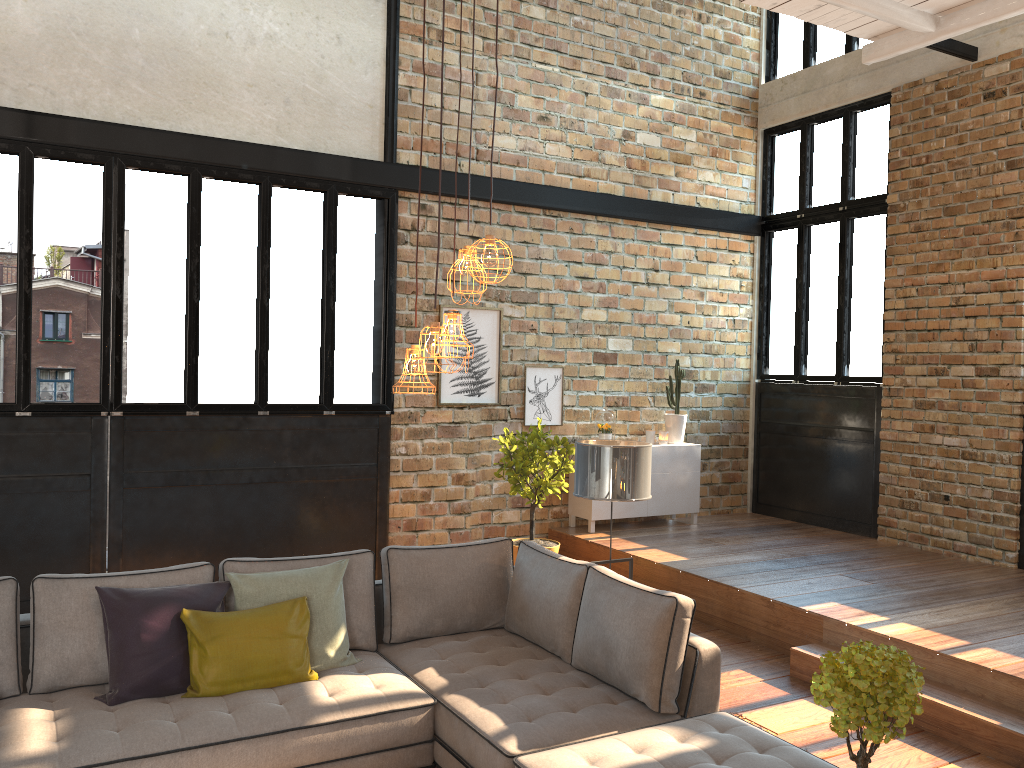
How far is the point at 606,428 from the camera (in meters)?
8.33

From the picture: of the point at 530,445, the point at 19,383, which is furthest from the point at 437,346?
the point at 19,383

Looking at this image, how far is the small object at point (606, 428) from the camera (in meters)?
8.33

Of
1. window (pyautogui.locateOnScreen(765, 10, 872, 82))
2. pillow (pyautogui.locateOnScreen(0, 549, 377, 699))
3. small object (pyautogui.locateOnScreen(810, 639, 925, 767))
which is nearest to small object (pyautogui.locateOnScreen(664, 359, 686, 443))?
window (pyautogui.locateOnScreen(765, 10, 872, 82))

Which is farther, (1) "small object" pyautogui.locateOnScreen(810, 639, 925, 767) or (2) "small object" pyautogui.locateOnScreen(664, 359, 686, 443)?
(2) "small object" pyautogui.locateOnScreen(664, 359, 686, 443)

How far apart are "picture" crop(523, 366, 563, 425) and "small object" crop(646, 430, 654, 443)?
0.96m

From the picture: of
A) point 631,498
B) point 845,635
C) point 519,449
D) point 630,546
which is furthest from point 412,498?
point 845,635

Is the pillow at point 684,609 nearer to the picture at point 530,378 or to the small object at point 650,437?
the picture at point 530,378

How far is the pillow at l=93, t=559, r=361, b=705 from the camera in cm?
369

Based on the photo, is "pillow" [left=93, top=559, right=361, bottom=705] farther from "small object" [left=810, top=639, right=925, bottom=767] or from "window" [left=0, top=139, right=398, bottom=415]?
"window" [left=0, top=139, right=398, bottom=415]
